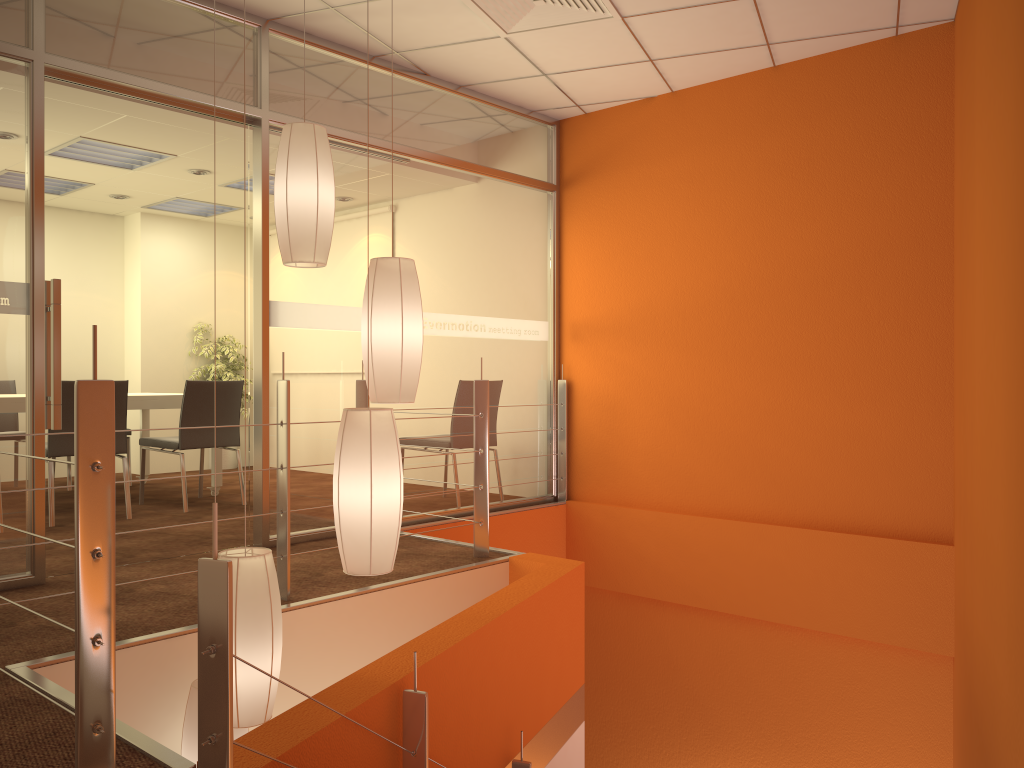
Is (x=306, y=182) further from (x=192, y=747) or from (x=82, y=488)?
(x=192, y=747)

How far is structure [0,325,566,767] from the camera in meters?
1.6

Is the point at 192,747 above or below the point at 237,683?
below

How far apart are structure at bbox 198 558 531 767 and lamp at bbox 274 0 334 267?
1.4m

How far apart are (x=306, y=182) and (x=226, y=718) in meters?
1.8 m

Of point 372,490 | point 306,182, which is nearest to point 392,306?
point 306,182

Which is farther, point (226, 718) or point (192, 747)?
point (192, 747)

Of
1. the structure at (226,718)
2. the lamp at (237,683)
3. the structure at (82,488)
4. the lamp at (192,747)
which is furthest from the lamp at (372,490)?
the structure at (82,488)

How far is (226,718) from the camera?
1.6m

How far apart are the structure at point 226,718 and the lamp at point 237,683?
0.37m
